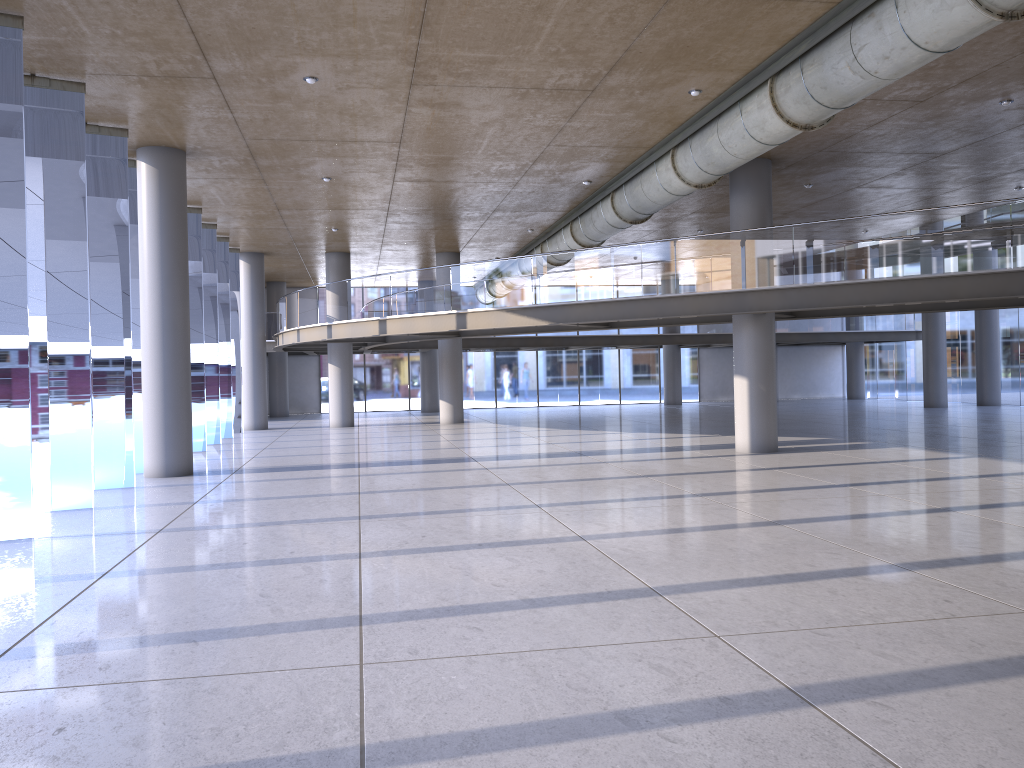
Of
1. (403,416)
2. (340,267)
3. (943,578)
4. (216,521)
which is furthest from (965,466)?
(403,416)
